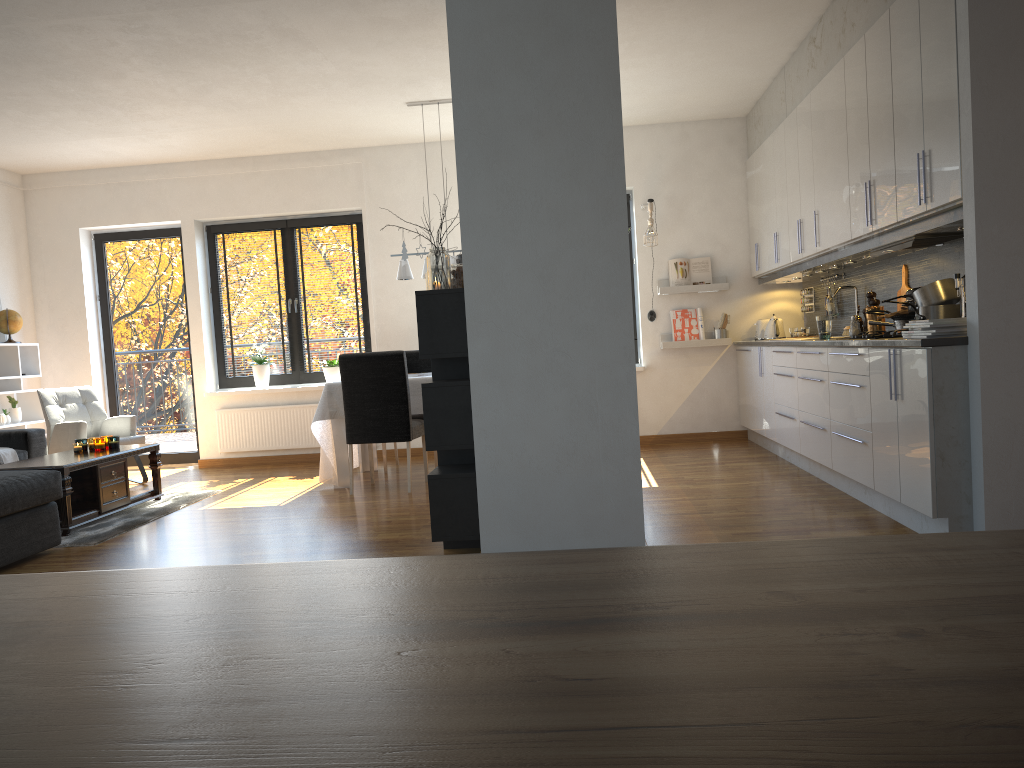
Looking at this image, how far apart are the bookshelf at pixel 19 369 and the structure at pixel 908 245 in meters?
6.7 m

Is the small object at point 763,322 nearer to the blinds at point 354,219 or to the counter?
the counter

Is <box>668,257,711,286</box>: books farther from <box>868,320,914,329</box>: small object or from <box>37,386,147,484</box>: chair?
<box>37,386,147,484</box>: chair

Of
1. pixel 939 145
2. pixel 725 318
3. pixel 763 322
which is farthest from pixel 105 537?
pixel 763 322

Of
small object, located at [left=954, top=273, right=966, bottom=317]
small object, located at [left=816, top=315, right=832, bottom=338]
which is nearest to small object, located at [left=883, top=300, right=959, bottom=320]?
small object, located at [left=954, top=273, right=966, bottom=317]

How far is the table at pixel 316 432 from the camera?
6.25m

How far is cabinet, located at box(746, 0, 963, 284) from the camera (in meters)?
3.71

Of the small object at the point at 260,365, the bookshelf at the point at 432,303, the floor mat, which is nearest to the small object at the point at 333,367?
the small object at the point at 260,365

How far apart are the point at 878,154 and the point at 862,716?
4.5m

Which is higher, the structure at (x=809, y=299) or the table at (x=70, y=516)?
the structure at (x=809, y=299)
